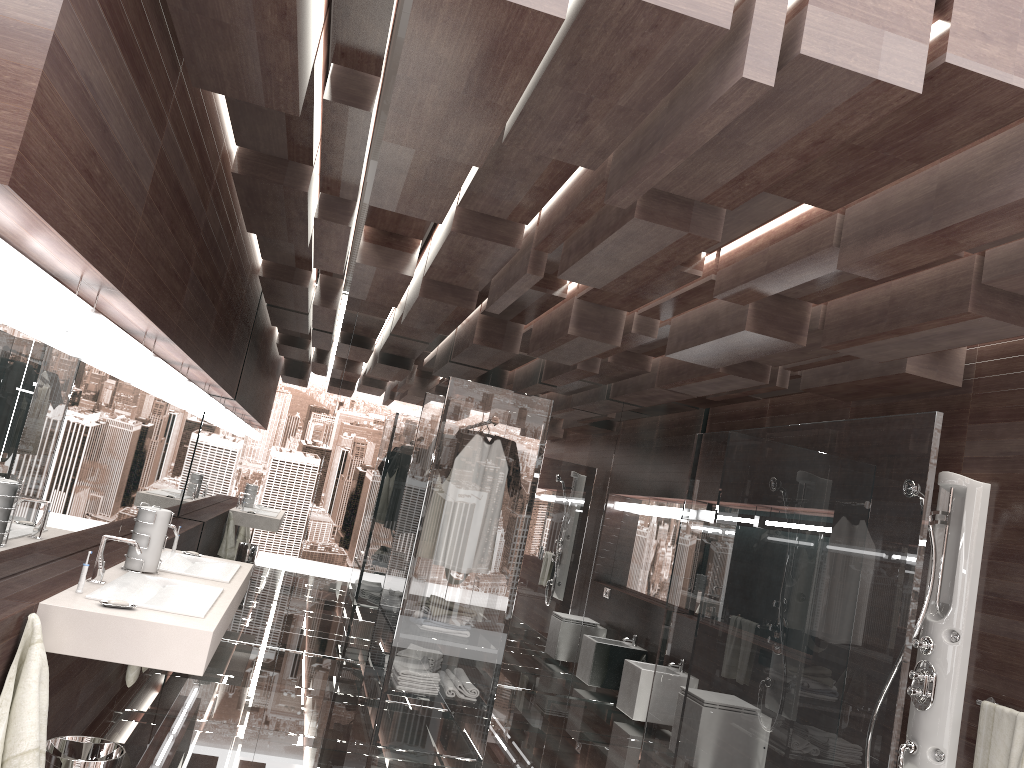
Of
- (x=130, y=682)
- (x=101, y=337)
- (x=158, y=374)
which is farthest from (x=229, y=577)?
(x=101, y=337)

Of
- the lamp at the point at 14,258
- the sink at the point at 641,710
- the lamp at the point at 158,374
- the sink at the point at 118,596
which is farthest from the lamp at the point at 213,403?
the sink at the point at 641,710

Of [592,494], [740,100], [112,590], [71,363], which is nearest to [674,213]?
[740,100]

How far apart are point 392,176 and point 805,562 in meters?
2.3 m

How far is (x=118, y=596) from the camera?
2.9m

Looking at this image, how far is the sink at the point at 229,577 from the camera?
3.8 meters

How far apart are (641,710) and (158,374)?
4.3 meters

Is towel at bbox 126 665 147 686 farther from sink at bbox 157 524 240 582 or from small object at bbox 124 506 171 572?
small object at bbox 124 506 171 572

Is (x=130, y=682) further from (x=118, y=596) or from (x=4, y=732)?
(x=4, y=732)

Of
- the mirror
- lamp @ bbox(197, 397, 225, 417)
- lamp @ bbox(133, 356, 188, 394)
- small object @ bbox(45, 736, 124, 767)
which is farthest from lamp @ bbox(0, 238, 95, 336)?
lamp @ bbox(197, 397, 225, 417)
